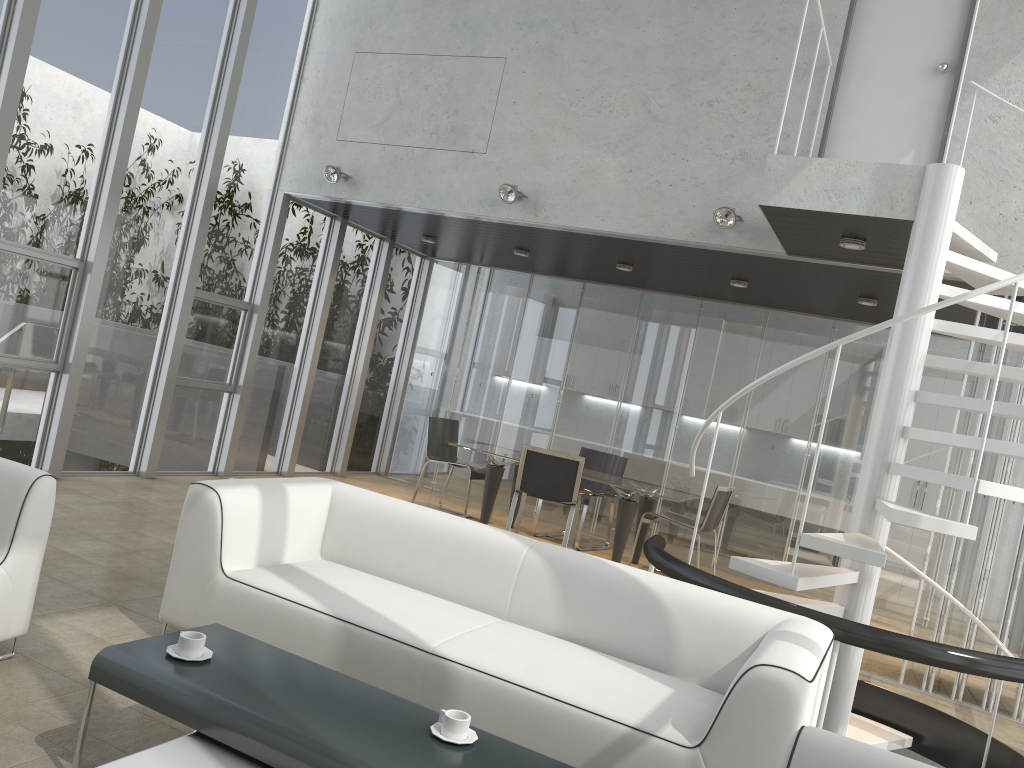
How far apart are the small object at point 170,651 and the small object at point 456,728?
0.73m

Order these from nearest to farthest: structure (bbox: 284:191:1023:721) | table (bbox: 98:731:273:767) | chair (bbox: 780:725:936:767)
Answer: chair (bbox: 780:725:936:767), table (bbox: 98:731:273:767), structure (bbox: 284:191:1023:721)

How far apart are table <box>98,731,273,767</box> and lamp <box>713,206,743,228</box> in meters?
5.0

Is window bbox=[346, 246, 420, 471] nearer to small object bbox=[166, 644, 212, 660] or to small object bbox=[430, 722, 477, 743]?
small object bbox=[166, 644, 212, 660]

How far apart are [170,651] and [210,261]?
5.6m

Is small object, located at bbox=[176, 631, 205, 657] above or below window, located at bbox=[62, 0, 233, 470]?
below

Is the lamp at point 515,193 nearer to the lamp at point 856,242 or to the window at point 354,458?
the lamp at point 856,242

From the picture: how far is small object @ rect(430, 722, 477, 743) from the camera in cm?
242

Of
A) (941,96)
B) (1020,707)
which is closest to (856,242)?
(941,96)

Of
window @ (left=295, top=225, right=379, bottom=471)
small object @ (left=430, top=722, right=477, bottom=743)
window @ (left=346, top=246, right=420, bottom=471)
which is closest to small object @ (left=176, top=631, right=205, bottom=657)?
small object @ (left=430, top=722, right=477, bottom=743)
